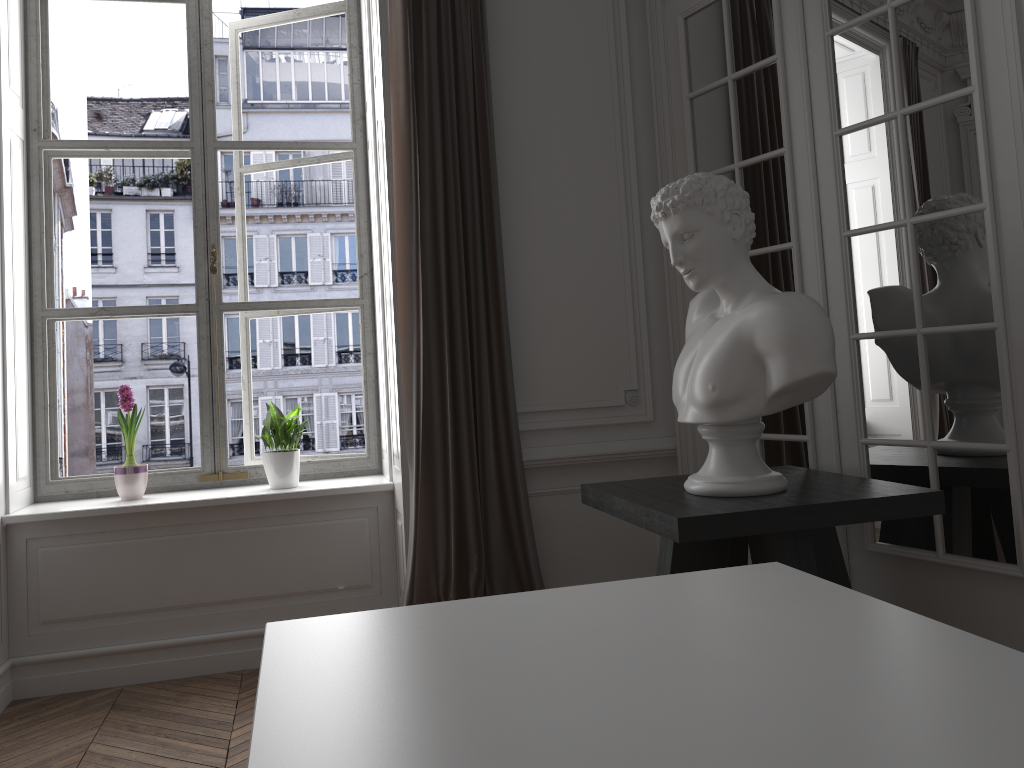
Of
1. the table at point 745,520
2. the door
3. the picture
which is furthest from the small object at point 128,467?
the door

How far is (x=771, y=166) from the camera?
3.10m

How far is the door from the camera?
2.4m

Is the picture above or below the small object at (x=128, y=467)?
above

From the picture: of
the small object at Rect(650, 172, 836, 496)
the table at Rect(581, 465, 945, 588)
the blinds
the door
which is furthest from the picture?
the small object at Rect(650, 172, 836, 496)

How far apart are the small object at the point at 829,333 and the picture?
1.8m

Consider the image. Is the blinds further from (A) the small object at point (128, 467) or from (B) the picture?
(A) the small object at point (128, 467)

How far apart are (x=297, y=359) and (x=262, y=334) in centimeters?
32cm

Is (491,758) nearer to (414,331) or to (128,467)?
(414,331)

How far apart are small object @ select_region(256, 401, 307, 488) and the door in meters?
1.6 m
